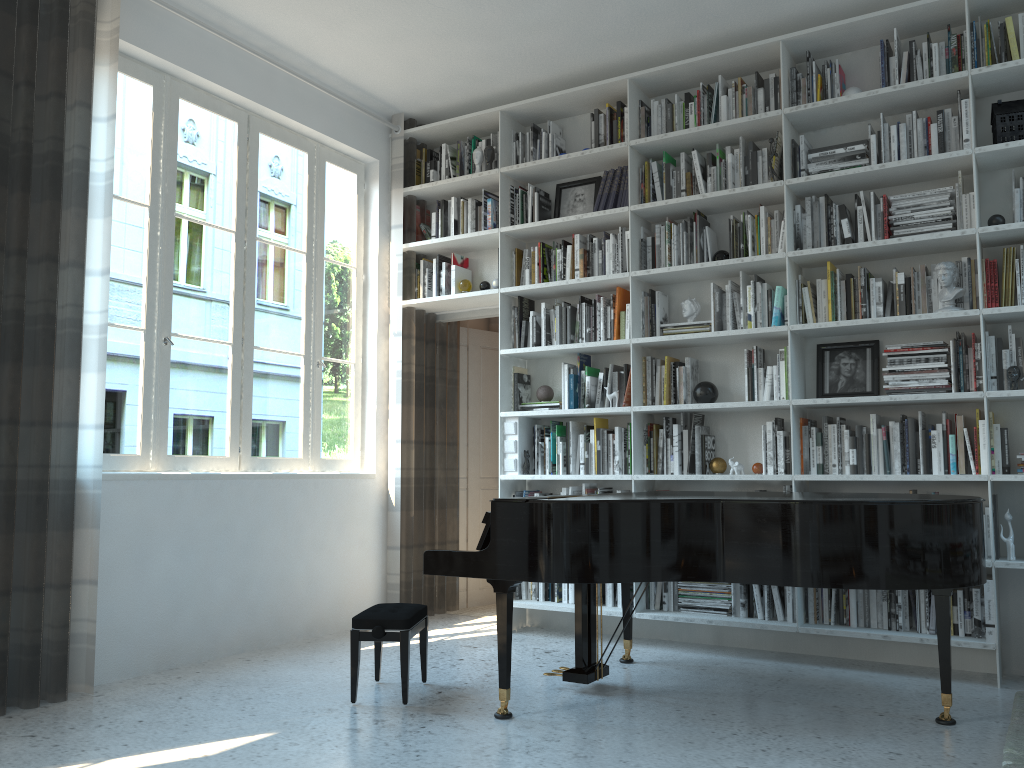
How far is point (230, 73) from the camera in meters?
4.7 m

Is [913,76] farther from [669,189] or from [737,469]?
[737,469]

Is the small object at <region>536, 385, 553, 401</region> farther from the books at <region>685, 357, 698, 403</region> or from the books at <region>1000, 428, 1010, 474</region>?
the books at <region>1000, 428, 1010, 474</region>

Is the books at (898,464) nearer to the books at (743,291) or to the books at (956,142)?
the books at (743,291)

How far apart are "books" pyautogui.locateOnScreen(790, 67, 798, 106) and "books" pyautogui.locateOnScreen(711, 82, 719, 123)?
0.4m

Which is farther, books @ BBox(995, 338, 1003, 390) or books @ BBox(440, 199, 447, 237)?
books @ BBox(440, 199, 447, 237)

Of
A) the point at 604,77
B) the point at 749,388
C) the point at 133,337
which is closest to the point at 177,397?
the point at 133,337

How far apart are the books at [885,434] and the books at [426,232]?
3.0m

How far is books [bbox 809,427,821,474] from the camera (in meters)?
4.37

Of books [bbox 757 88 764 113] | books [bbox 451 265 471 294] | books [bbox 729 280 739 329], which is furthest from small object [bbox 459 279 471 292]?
books [bbox 757 88 764 113]
